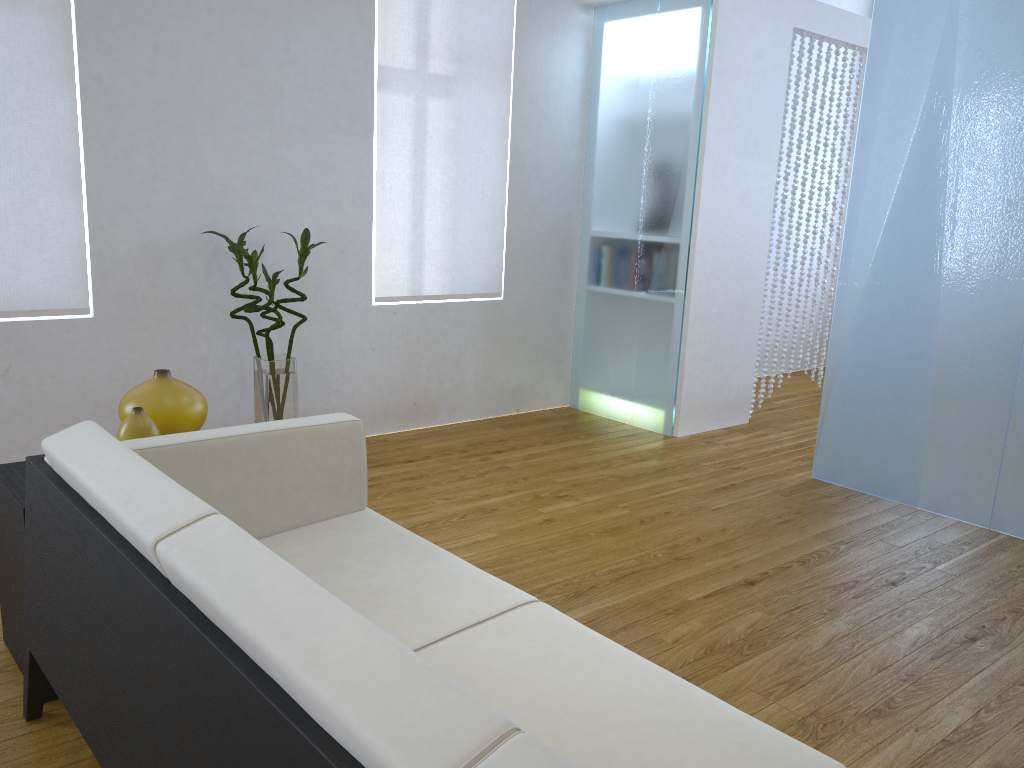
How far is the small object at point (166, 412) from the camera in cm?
212

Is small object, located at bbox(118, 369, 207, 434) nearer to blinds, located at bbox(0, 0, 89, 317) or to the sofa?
the sofa

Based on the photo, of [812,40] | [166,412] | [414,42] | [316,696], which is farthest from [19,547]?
[812,40]

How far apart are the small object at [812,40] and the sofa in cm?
325

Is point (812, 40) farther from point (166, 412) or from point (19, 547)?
point (19, 547)

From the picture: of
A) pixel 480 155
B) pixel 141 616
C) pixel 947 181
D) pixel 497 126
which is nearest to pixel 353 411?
pixel 480 155

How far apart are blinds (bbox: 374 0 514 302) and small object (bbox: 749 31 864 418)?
1.5m

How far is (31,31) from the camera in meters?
3.0 m

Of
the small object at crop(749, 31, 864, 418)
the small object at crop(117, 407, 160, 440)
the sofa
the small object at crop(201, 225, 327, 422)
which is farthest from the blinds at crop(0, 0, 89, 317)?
the small object at crop(749, 31, 864, 418)

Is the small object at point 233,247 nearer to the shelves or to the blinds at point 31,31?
the blinds at point 31,31
